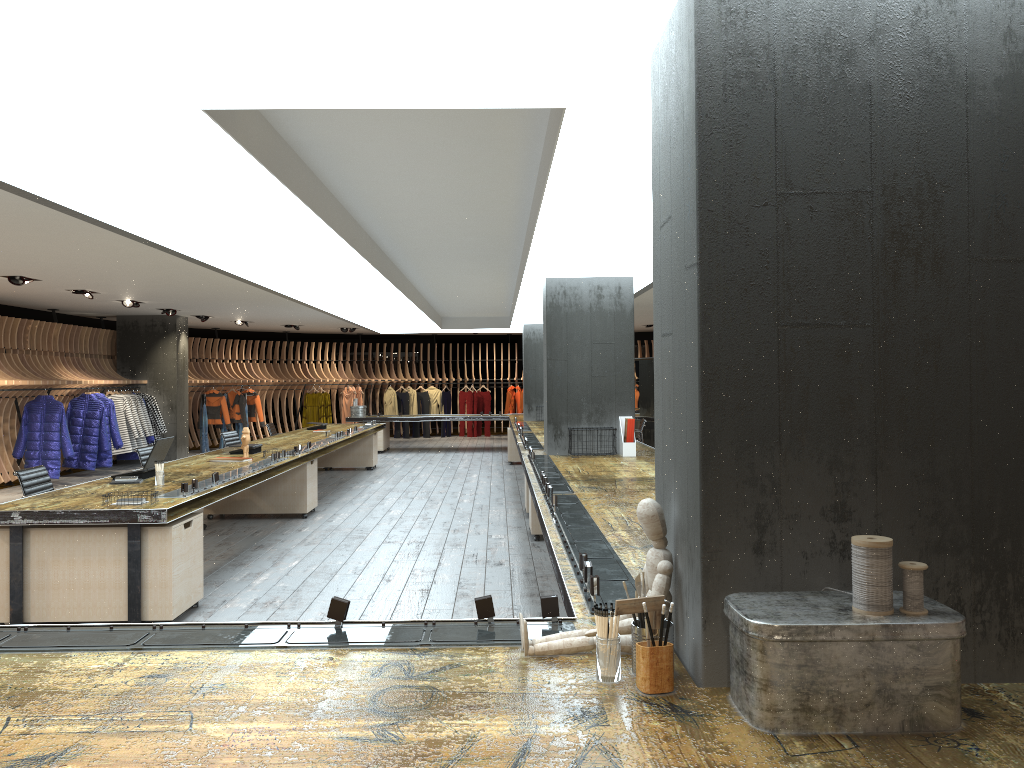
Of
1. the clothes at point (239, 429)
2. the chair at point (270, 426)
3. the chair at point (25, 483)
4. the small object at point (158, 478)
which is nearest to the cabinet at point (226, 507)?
the chair at point (25, 483)

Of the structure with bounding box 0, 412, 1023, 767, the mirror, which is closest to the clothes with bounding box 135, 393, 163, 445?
the structure with bounding box 0, 412, 1023, 767

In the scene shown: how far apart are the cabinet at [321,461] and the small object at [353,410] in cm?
347

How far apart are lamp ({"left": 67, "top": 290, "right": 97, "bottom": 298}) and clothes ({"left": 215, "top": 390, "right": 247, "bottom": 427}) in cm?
760

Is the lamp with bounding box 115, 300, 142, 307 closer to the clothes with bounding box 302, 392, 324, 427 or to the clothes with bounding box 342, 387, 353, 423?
the clothes with bounding box 302, 392, 324, 427

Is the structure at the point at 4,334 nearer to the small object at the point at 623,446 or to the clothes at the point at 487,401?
the clothes at the point at 487,401

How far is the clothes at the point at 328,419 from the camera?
21.8 meters

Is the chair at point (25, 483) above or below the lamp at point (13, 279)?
below

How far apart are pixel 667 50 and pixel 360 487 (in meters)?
10.63

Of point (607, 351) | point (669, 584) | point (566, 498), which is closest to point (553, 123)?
point (669, 584)
